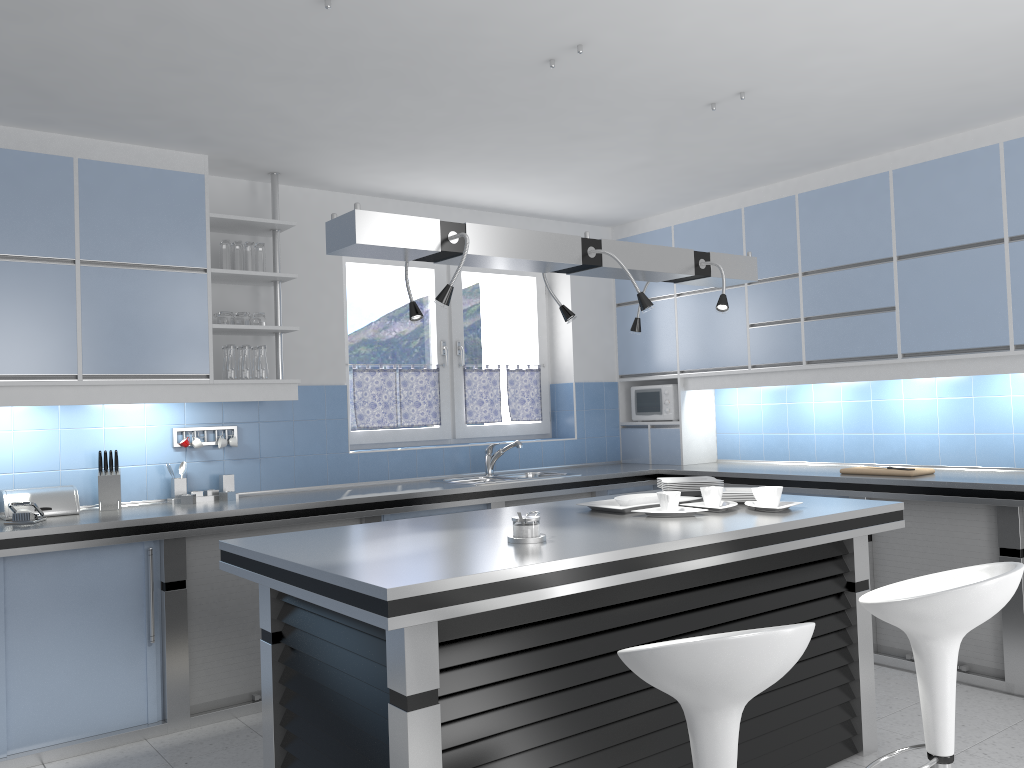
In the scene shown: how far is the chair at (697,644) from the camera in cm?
186

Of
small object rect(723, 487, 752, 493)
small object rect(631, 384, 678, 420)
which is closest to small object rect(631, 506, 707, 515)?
small object rect(723, 487, 752, 493)

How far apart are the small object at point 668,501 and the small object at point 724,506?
0.2m

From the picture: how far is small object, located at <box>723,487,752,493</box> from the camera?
3.8m

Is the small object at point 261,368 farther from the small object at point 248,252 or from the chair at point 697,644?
the chair at point 697,644

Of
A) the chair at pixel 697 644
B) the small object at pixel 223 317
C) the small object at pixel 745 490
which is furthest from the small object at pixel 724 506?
the small object at pixel 223 317

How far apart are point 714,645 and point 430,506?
3.0 meters

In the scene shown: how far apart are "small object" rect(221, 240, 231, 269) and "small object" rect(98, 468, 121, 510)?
1.2m

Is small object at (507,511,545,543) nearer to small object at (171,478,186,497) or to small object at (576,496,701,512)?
small object at (576,496,701,512)

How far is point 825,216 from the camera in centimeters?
516cm
